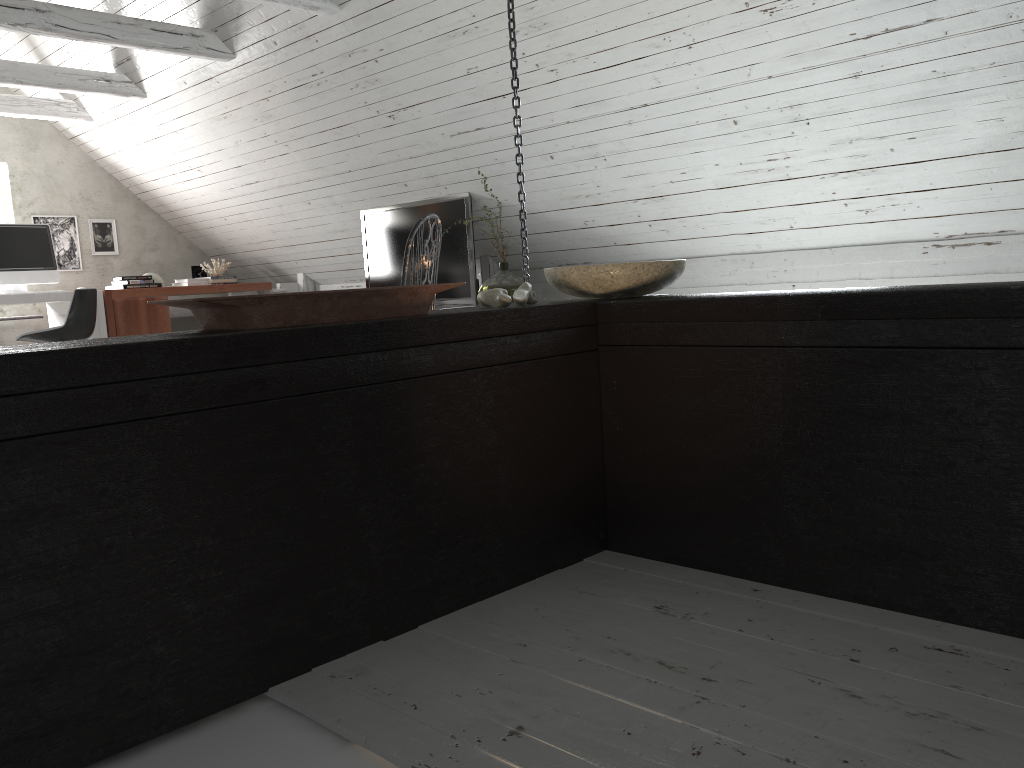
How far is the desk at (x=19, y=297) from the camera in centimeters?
573cm

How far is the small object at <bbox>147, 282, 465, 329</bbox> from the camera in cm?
148

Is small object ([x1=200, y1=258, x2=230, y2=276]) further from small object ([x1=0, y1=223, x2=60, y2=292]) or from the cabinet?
the cabinet

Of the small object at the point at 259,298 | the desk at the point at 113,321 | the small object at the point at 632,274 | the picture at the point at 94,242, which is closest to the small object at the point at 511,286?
the desk at the point at 113,321

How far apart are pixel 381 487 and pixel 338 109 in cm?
402

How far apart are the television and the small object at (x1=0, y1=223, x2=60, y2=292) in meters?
2.2 m

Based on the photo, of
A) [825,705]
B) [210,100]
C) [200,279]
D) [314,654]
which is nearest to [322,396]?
[314,654]

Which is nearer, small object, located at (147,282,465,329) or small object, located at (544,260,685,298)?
small object, located at (147,282,465,329)

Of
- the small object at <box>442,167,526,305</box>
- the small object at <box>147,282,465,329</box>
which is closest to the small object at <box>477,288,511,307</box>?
the small object at <box>147,282,465,329</box>

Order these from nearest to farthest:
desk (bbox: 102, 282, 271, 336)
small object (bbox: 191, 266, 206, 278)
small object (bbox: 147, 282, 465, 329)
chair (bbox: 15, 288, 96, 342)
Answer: small object (bbox: 147, 282, 465, 329) → chair (bbox: 15, 288, 96, 342) → desk (bbox: 102, 282, 271, 336) → small object (bbox: 191, 266, 206, 278)
